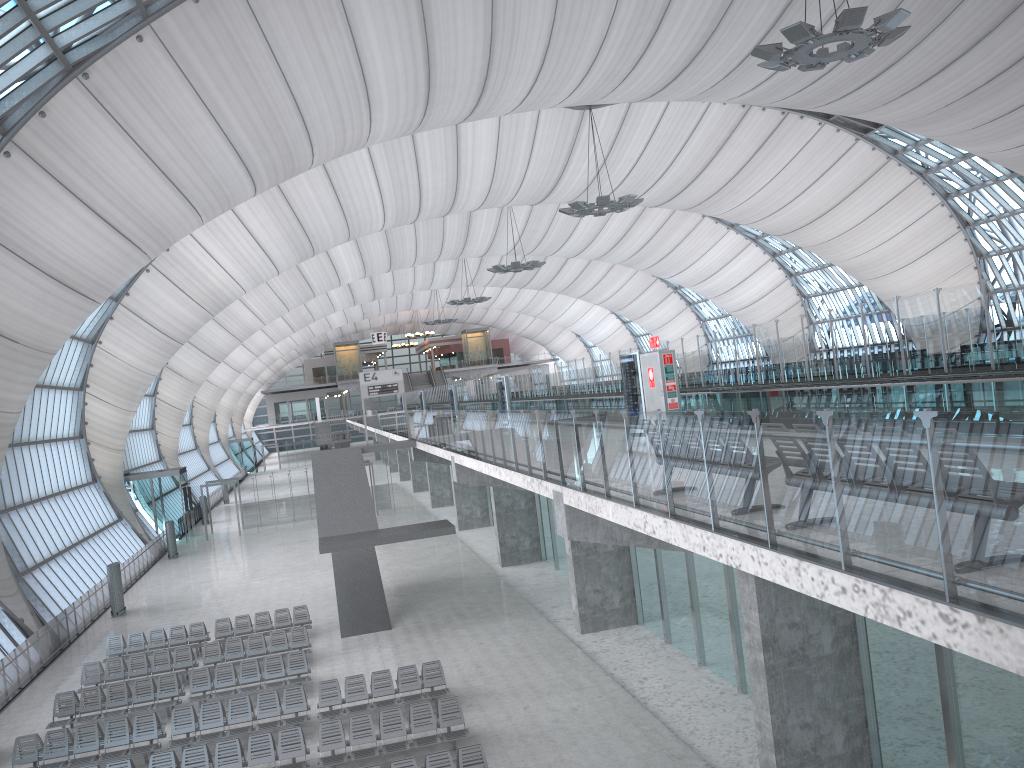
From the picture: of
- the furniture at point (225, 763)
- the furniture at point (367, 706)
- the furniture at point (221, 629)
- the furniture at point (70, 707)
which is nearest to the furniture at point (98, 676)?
the furniture at point (70, 707)

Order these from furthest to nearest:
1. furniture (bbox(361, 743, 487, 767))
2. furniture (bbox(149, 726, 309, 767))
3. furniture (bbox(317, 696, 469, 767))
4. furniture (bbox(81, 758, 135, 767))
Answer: furniture (bbox(317, 696, 469, 767))
furniture (bbox(149, 726, 309, 767))
furniture (bbox(81, 758, 135, 767))
furniture (bbox(361, 743, 487, 767))

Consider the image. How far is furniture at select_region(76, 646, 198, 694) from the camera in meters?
21.7 m

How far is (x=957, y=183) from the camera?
46.7m

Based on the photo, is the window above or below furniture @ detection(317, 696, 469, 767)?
above

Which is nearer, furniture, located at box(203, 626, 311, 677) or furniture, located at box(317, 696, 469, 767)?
furniture, located at box(317, 696, 469, 767)

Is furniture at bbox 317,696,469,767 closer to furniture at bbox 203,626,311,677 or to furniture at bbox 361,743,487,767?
furniture at bbox 361,743,487,767

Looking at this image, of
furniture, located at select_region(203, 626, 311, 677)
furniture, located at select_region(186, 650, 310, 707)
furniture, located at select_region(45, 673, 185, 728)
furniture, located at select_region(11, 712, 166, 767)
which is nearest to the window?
furniture, located at select_region(45, 673, 185, 728)

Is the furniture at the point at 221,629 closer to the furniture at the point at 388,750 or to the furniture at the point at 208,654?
the furniture at the point at 208,654

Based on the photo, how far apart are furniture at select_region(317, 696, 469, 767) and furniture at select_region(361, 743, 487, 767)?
0.9m
